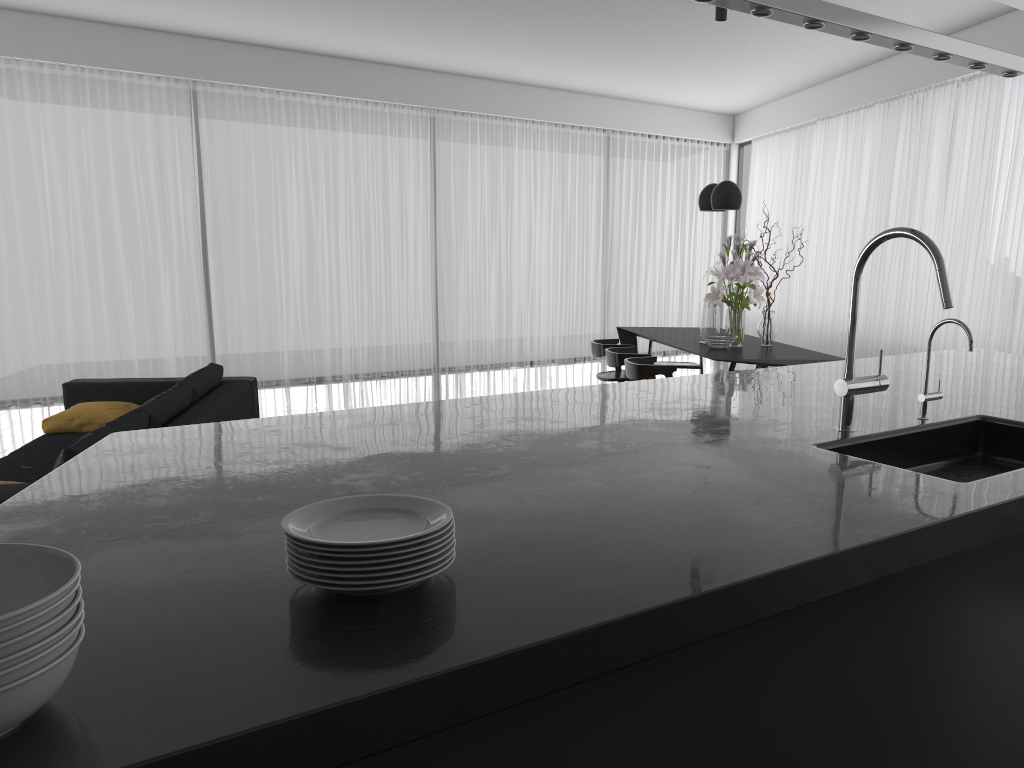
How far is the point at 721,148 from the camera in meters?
11.8

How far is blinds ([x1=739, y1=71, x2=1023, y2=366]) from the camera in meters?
6.4

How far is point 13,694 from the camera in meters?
0.9 m

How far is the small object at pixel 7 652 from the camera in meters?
0.9

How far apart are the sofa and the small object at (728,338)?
3.0 meters

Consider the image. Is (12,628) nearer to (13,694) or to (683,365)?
(13,694)

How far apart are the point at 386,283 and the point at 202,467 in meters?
7.7

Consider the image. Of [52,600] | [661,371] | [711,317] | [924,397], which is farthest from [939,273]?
[711,317]

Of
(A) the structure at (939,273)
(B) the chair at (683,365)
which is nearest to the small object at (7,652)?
(A) the structure at (939,273)

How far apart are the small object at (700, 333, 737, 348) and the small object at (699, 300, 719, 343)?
0.2 meters
